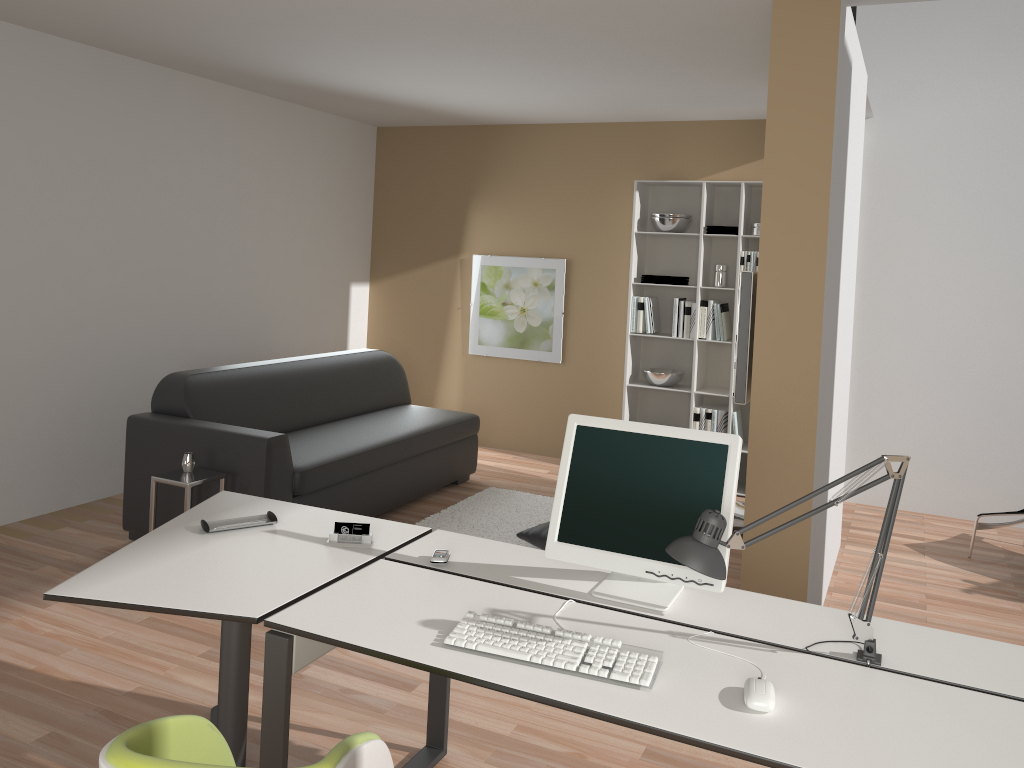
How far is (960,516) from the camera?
5.84m

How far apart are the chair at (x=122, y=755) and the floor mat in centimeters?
310cm

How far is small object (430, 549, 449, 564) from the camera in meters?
2.5

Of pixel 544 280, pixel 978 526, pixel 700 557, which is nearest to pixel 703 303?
pixel 544 280

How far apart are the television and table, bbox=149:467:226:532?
2.41m

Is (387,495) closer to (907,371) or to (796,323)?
(796,323)

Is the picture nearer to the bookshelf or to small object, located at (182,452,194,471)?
the bookshelf

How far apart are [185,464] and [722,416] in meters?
3.6 m

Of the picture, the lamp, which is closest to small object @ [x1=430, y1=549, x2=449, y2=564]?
the lamp

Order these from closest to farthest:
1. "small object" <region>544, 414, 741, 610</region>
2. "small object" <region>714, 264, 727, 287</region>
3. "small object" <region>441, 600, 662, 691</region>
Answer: "small object" <region>441, 600, 662, 691</region> → "small object" <region>544, 414, 741, 610</region> → "small object" <region>714, 264, 727, 287</region>
